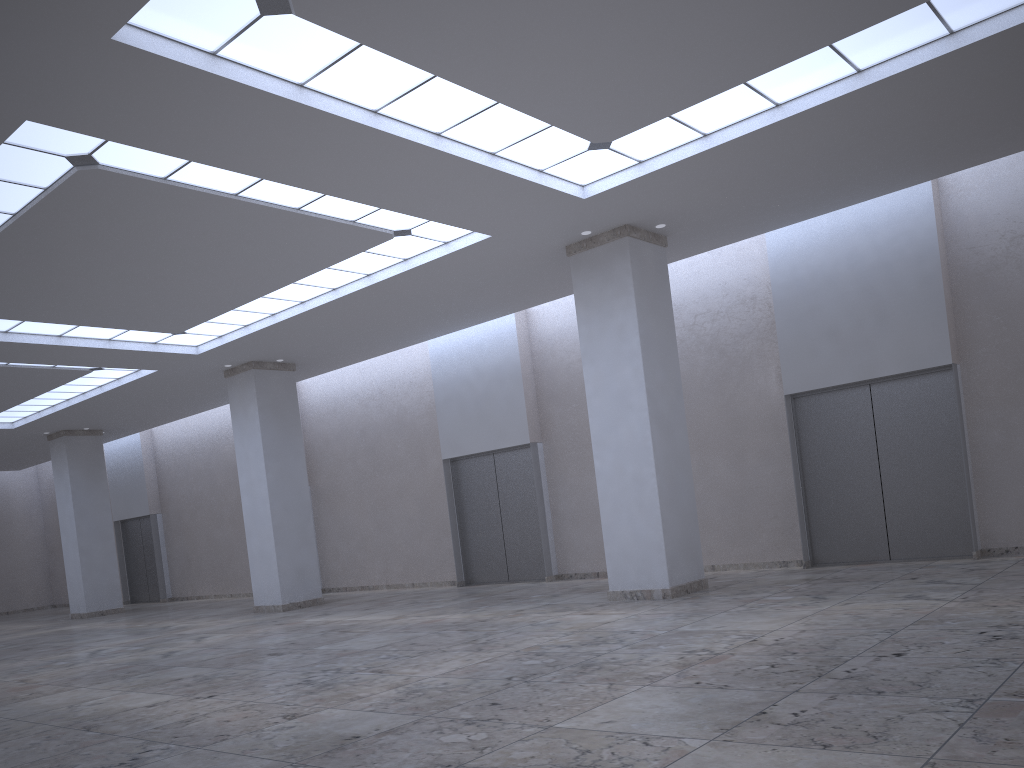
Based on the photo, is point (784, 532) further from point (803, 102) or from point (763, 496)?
point (803, 102)
